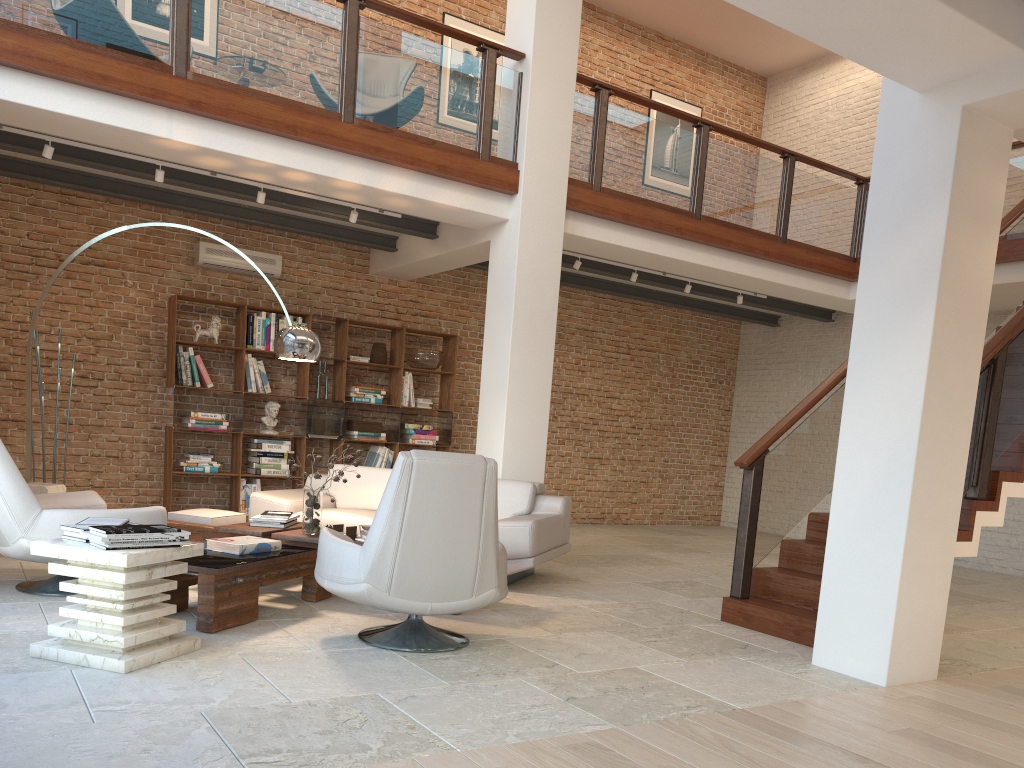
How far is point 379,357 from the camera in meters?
9.6

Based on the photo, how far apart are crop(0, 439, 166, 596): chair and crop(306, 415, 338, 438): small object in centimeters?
366cm

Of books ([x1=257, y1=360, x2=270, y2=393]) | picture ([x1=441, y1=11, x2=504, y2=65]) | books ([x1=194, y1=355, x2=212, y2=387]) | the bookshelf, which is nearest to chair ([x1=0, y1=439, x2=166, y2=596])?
the bookshelf

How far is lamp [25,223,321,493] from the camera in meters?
5.9

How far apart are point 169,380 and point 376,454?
2.3 meters

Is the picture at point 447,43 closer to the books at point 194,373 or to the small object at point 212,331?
the small object at point 212,331

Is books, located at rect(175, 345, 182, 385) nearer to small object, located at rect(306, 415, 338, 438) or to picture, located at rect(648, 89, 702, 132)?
small object, located at rect(306, 415, 338, 438)

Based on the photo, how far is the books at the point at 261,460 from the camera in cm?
889

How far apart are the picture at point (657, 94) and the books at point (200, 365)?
7.0 meters

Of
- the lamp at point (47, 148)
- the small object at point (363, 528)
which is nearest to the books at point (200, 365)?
the lamp at point (47, 148)
